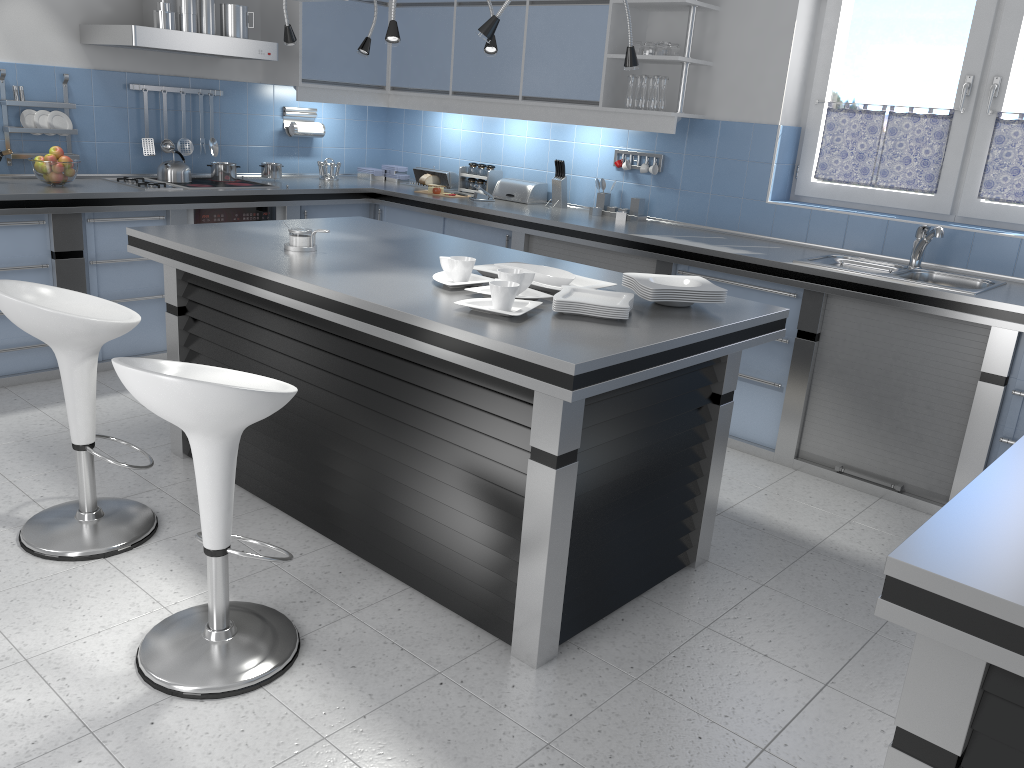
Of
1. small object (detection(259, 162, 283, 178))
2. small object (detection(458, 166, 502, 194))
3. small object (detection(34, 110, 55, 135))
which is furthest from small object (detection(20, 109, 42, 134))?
small object (detection(458, 166, 502, 194))

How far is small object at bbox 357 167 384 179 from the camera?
6.35m

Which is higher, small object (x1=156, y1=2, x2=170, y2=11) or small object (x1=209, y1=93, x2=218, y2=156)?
small object (x1=156, y1=2, x2=170, y2=11)

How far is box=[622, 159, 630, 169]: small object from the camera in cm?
525

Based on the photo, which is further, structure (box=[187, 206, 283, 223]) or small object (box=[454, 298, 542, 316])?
structure (box=[187, 206, 283, 223])

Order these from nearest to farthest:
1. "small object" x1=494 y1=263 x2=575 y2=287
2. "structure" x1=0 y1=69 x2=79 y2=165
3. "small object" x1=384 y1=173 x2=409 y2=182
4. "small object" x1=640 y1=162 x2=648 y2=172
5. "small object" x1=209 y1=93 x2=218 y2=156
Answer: "small object" x1=494 y1=263 x2=575 y2=287
"structure" x1=0 y1=69 x2=79 y2=165
"small object" x1=640 y1=162 x2=648 y2=172
"small object" x1=209 y1=93 x2=218 y2=156
"small object" x1=384 y1=173 x2=409 y2=182

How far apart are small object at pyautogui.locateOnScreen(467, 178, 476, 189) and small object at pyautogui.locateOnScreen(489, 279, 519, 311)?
3.5m

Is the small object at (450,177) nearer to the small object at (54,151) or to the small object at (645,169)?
the small object at (645,169)

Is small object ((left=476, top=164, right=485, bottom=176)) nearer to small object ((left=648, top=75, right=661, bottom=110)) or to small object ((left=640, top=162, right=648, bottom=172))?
small object ((left=640, top=162, right=648, bottom=172))

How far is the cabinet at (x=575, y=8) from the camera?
4.97m
